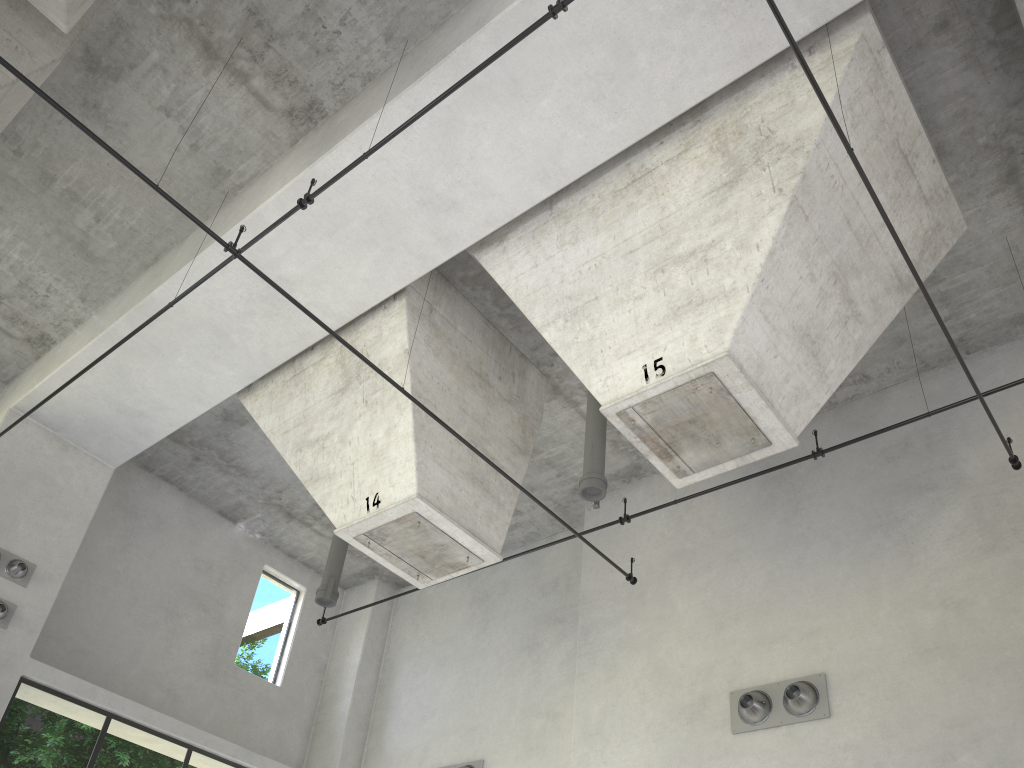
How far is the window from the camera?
22.4 meters

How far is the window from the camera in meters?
22.4

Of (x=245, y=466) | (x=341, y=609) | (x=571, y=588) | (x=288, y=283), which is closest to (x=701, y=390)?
(x=288, y=283)

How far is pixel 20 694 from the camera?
22.4 meters

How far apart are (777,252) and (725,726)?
4.9m
